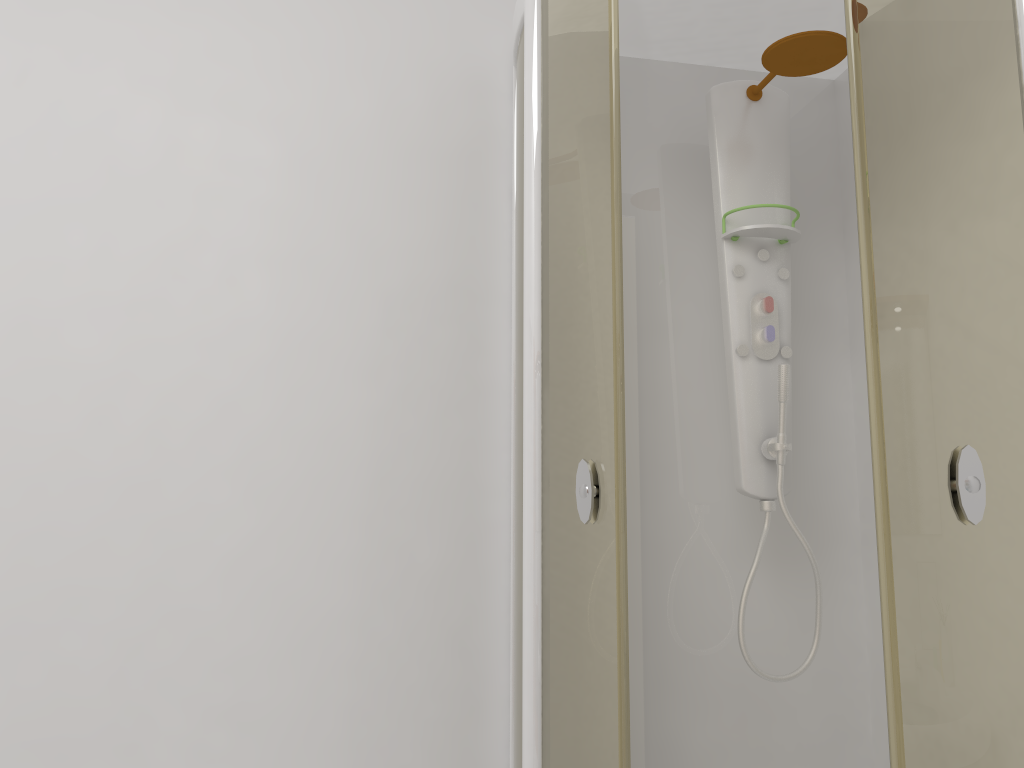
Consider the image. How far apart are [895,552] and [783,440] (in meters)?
0.64

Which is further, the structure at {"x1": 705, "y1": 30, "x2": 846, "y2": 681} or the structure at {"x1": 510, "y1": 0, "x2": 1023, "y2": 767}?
the structure at {"x1": 705, "y1": 30, "x2": 846, "y2": 681}

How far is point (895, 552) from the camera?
1.2 meters

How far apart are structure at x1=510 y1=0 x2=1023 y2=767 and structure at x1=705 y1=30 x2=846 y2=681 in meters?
0.1 m

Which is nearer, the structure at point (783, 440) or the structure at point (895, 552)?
the structure at point (895, 552)

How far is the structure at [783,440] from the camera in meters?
1.9 m

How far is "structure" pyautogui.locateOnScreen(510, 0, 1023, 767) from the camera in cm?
123

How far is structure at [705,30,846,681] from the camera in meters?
1.9

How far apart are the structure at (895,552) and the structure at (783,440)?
0.15m

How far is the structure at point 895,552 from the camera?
1.2 meters
